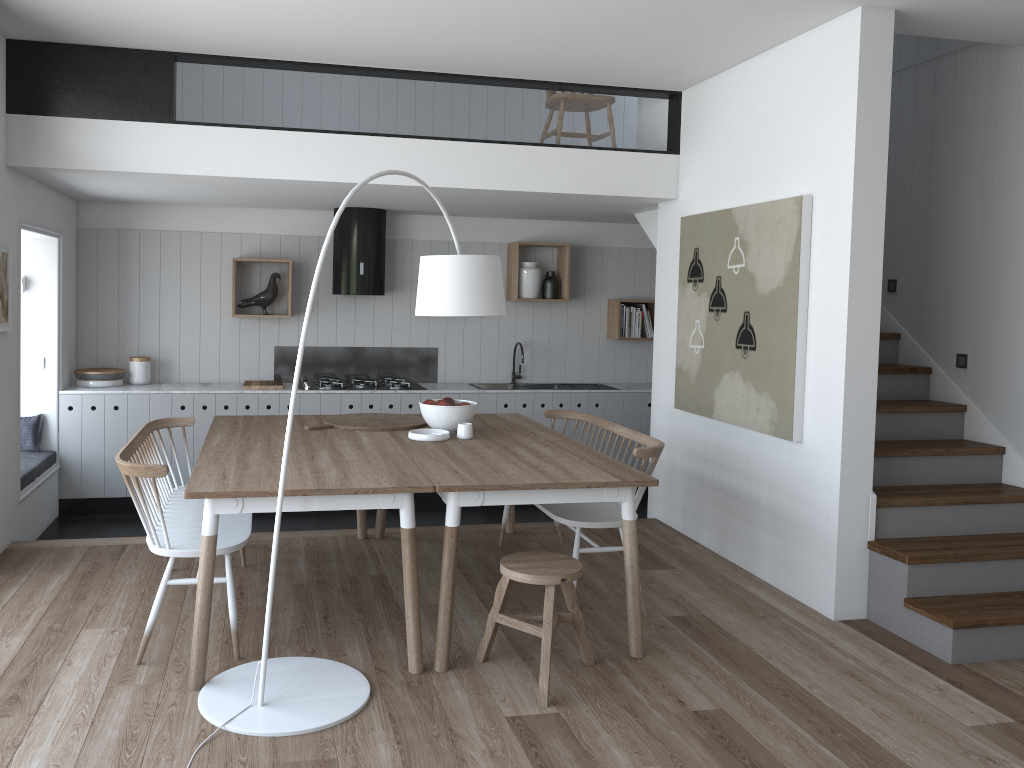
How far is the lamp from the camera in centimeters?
307cm

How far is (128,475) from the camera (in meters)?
3.40

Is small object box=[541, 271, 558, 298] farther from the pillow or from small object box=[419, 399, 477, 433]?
the pillow

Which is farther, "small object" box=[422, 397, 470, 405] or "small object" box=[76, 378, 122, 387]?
"small object" box=[76, 378, 122, 387]

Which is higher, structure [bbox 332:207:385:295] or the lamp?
structure [bbox 332:207:385:295]

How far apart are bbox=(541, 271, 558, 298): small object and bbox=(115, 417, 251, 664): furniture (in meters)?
3.52

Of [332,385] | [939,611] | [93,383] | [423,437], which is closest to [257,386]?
[332,385]

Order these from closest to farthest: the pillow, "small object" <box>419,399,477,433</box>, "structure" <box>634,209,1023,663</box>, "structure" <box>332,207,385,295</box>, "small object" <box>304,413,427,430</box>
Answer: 1. "structure" <box>634,209,1023,663</box>
2. "small object" <box>419,399,477,433</box>
3. "small object" <box>304,413,427,430</box>
4. the pillow
5. "structure" <box>332,207,385,295</box>

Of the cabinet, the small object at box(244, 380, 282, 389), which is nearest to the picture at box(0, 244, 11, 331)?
the cabinet

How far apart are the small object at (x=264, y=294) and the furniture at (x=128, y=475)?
2.3m
